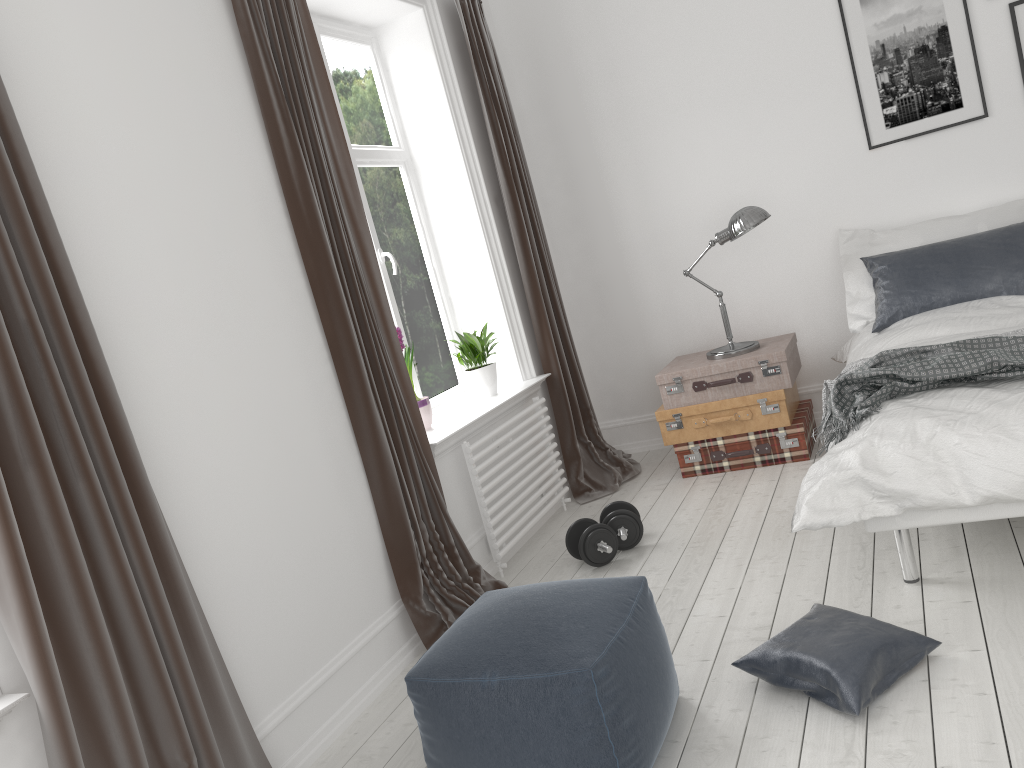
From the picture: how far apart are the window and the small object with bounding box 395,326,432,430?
A: 0.4m

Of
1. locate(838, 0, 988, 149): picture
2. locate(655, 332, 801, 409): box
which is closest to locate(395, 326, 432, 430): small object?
locate(655, 332, 801, 409): box

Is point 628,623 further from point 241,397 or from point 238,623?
point 241,397

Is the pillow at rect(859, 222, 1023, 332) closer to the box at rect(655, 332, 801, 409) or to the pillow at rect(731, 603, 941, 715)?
the box at rect(655, 332, 801, 409)

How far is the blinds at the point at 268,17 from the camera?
3.03m

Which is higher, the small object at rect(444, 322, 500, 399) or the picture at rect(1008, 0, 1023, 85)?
the picture at rect(1008, 0, 1023, 85)

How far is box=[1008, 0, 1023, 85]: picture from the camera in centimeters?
414cm

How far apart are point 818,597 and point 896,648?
0.6m

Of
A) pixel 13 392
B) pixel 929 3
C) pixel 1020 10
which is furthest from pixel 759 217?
pixel 13 392

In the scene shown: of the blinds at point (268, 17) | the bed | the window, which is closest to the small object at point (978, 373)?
the bed
